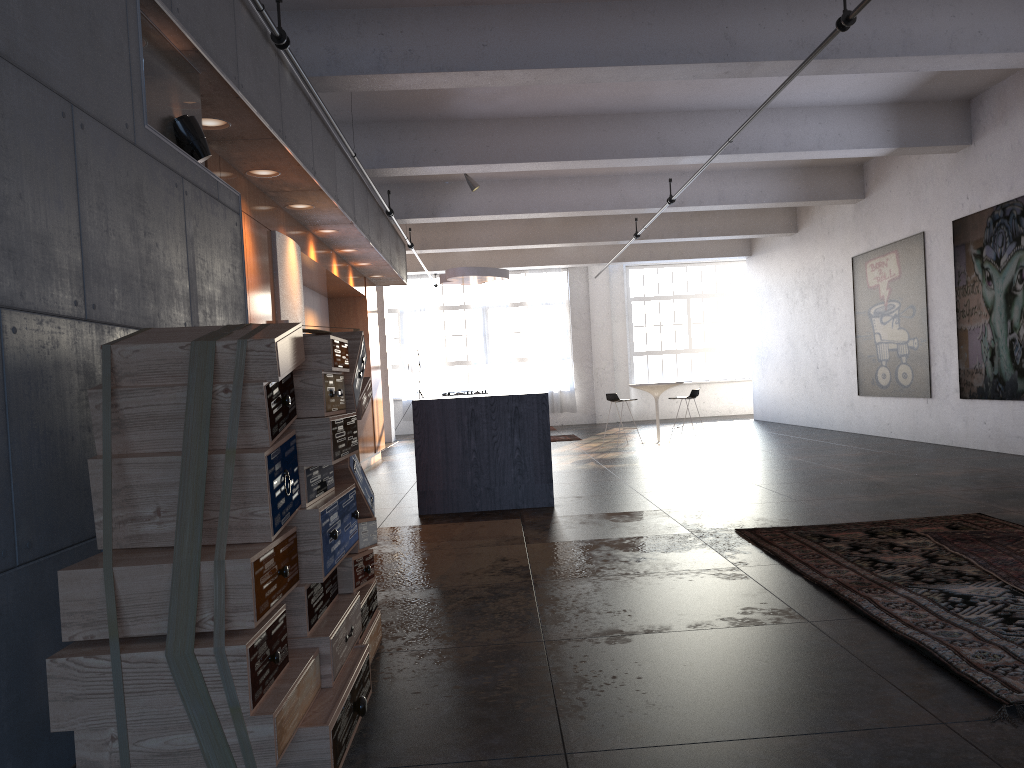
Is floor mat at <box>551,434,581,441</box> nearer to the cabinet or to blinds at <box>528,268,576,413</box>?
the cabinet

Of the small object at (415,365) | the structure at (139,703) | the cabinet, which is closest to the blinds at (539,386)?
the small object at (415,365)

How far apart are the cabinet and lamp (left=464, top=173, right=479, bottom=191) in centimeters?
195cm

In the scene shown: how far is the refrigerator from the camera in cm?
750

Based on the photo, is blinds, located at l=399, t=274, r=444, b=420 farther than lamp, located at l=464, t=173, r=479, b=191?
Yes

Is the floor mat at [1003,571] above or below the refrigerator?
below

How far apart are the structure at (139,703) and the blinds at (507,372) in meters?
17.1 m

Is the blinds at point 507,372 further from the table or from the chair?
the chair

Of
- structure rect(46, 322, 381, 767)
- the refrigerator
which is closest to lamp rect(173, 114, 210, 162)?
structure rect(46, 322, 381, 767)

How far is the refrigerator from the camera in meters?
7.5 m
